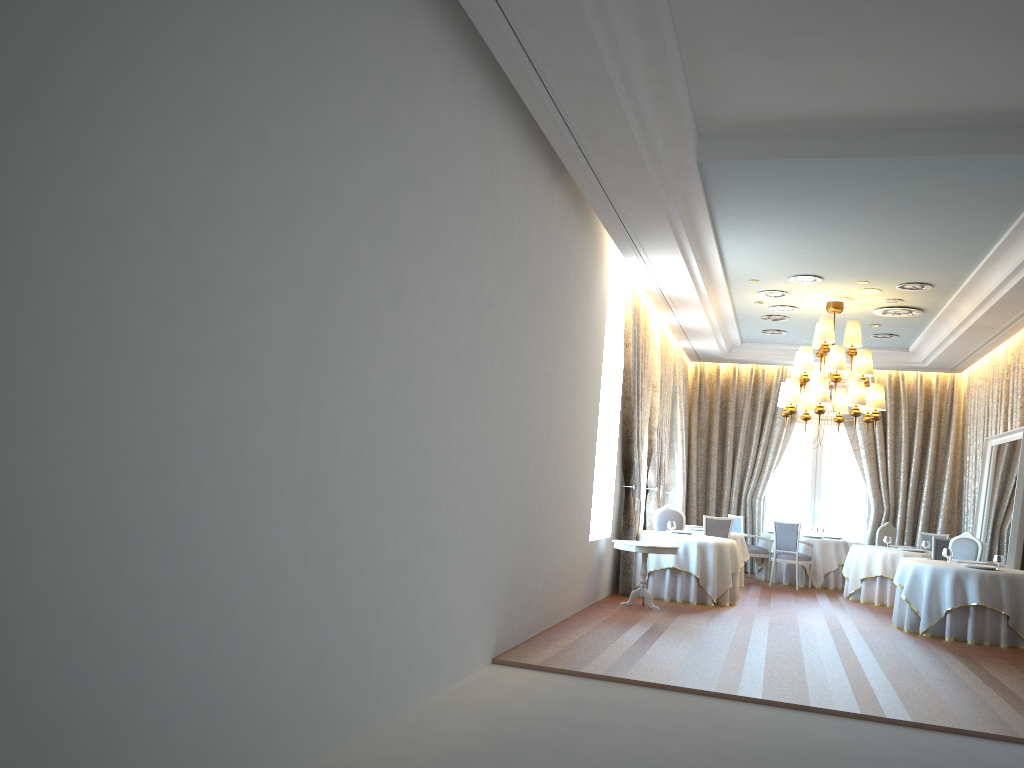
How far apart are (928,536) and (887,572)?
2.4m

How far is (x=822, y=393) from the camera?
11.8 meters

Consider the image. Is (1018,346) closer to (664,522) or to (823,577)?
(823,577)

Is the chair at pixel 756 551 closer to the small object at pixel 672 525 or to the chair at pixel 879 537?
the chair at pixel 879 537

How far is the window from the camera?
17.3 meters

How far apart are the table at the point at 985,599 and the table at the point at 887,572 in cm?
241

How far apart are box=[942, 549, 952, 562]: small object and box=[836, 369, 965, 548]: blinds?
5.4 meters

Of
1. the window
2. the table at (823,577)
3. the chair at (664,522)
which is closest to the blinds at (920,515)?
the window

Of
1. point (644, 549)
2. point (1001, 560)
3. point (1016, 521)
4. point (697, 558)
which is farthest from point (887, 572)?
point (644, 549)

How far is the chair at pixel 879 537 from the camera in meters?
14.9 m
